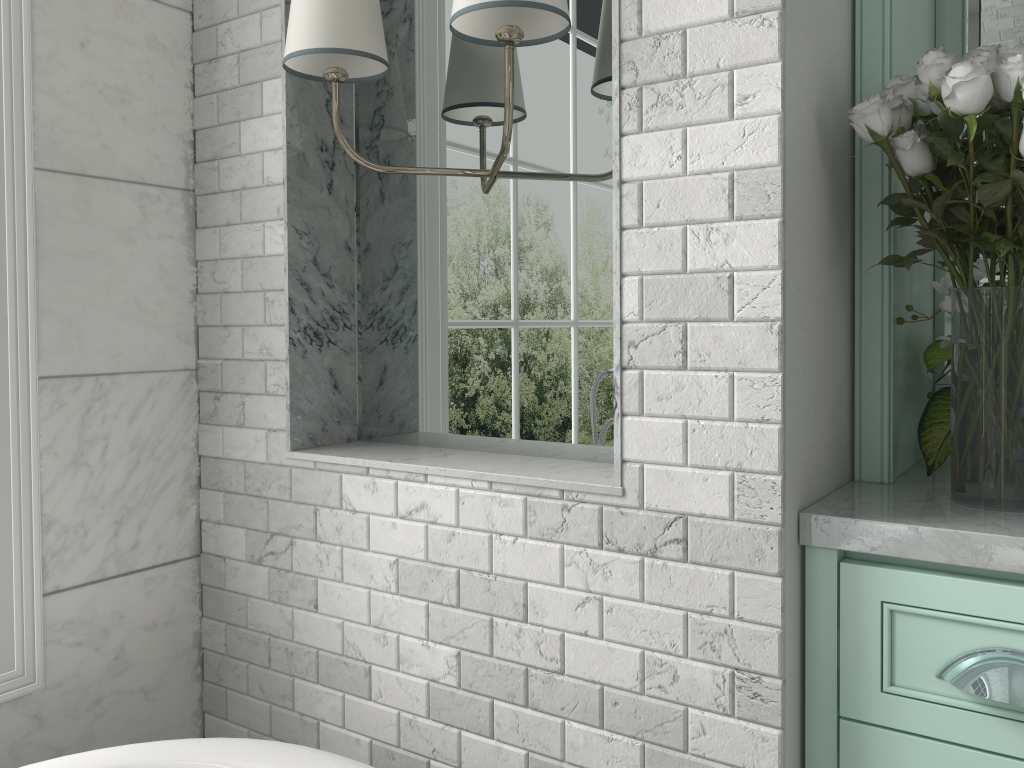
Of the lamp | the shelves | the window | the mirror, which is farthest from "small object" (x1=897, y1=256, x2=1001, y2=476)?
the window

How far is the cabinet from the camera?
1.1m

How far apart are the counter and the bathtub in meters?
0.7 m

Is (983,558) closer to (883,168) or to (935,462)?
(935,462)

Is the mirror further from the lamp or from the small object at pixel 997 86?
the lamp

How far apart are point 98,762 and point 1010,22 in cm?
202

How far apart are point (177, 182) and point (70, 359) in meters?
0.4 m

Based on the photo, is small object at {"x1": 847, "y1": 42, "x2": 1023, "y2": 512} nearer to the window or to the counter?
the counter

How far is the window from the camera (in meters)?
1.50

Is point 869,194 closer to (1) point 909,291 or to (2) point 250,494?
(1) point 909,291
